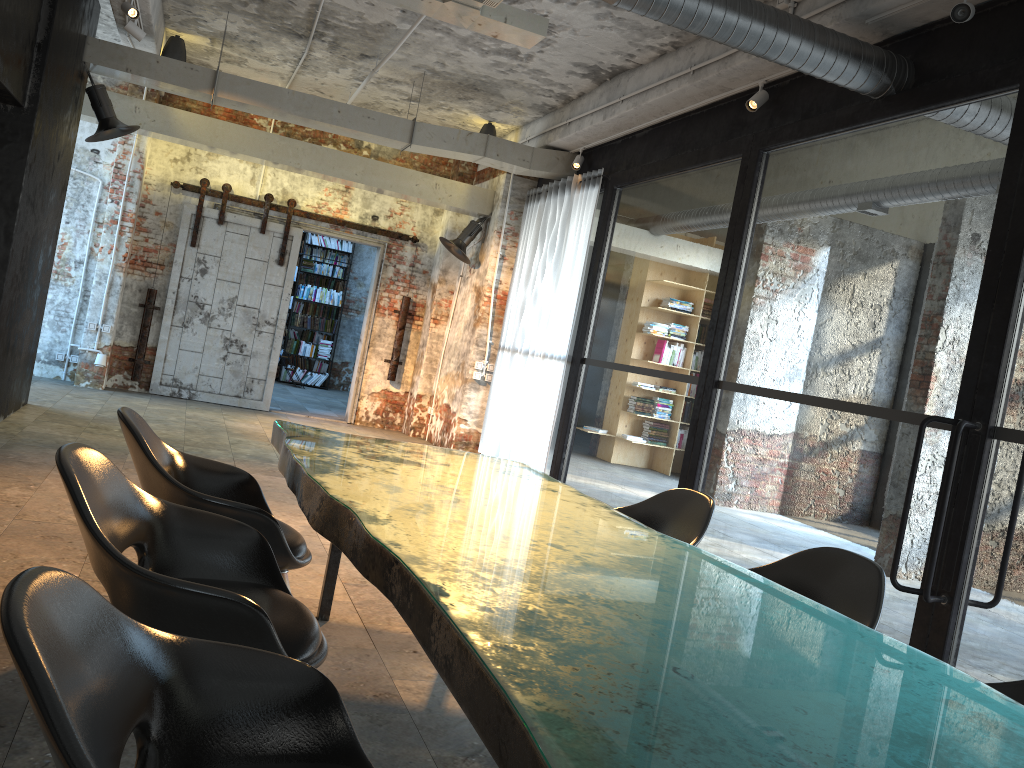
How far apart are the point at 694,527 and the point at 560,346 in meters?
4.9

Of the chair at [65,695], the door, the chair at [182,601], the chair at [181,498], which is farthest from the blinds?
the chair at [65,695]

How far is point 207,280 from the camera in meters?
10.9

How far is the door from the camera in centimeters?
1080cm

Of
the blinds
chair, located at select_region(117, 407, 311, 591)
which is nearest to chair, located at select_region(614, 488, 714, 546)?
chair, located at select_region(117, 407, 311, 591)

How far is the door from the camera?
10.8 meters

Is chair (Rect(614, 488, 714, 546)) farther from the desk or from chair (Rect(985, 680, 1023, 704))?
chair (Rect(985, 680, 1023, 704))

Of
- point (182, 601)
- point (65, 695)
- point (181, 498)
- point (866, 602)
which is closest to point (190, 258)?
point (181, 498)

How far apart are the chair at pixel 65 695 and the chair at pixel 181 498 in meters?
1.3 m

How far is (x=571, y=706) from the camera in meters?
1.4
